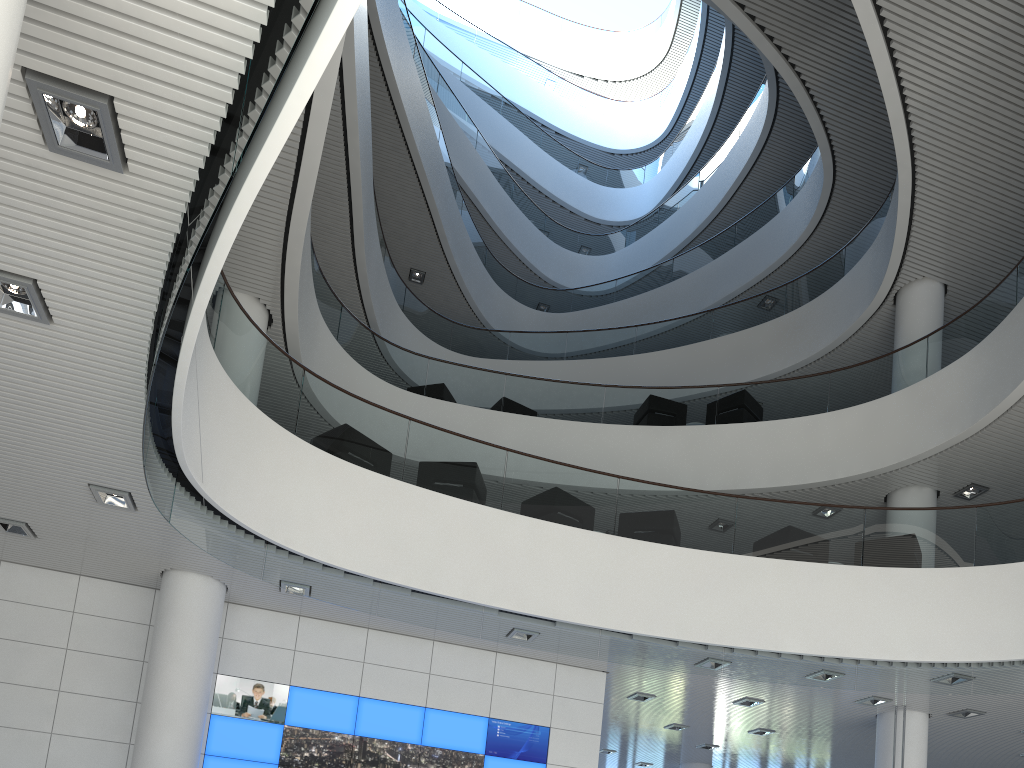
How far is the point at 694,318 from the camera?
11.7 meters

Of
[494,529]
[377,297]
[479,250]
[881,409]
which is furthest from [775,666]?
[479,250]
